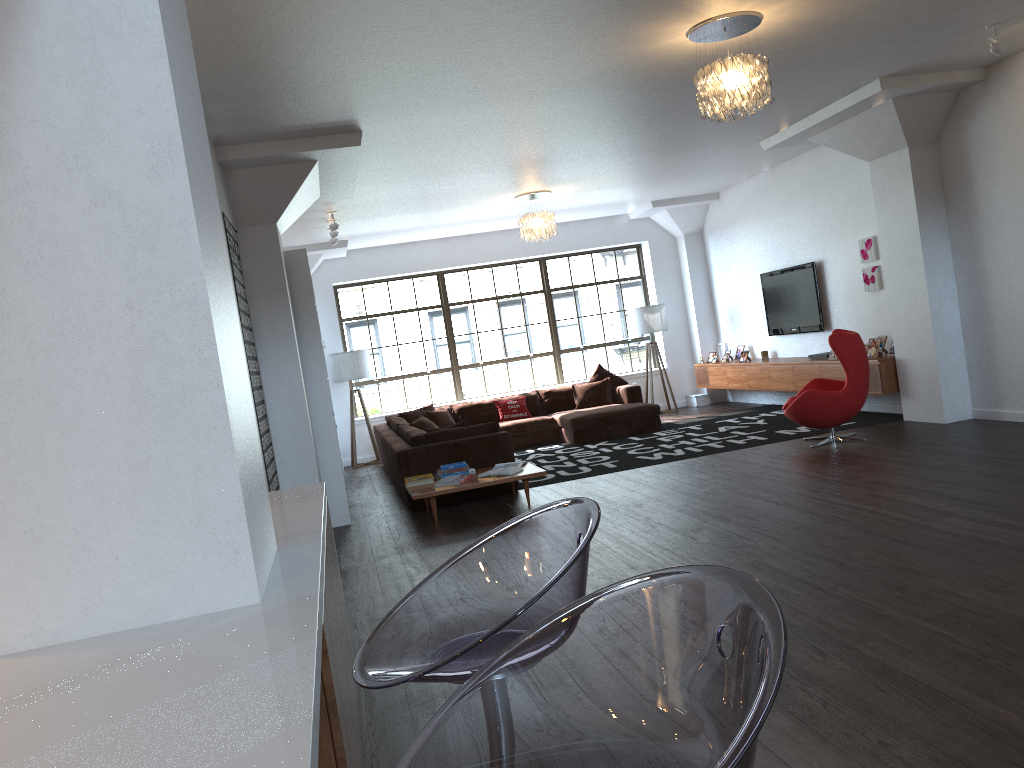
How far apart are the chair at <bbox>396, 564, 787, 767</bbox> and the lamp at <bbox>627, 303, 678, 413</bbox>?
11.6m

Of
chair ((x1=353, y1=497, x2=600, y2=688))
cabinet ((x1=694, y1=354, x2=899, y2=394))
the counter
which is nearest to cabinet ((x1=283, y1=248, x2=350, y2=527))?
the counter

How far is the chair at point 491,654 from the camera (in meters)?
1.39

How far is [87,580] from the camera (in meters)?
1.83

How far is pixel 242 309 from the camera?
6.1m

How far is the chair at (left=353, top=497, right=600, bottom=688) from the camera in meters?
1.4

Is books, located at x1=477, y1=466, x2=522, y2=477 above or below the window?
below

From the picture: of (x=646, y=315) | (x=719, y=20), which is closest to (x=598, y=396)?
(x=646, y=315)

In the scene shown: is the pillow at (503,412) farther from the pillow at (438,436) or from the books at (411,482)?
the books at (411,482)

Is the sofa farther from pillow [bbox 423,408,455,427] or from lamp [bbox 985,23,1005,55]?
lamp [bbox 985,23,1005,55]
